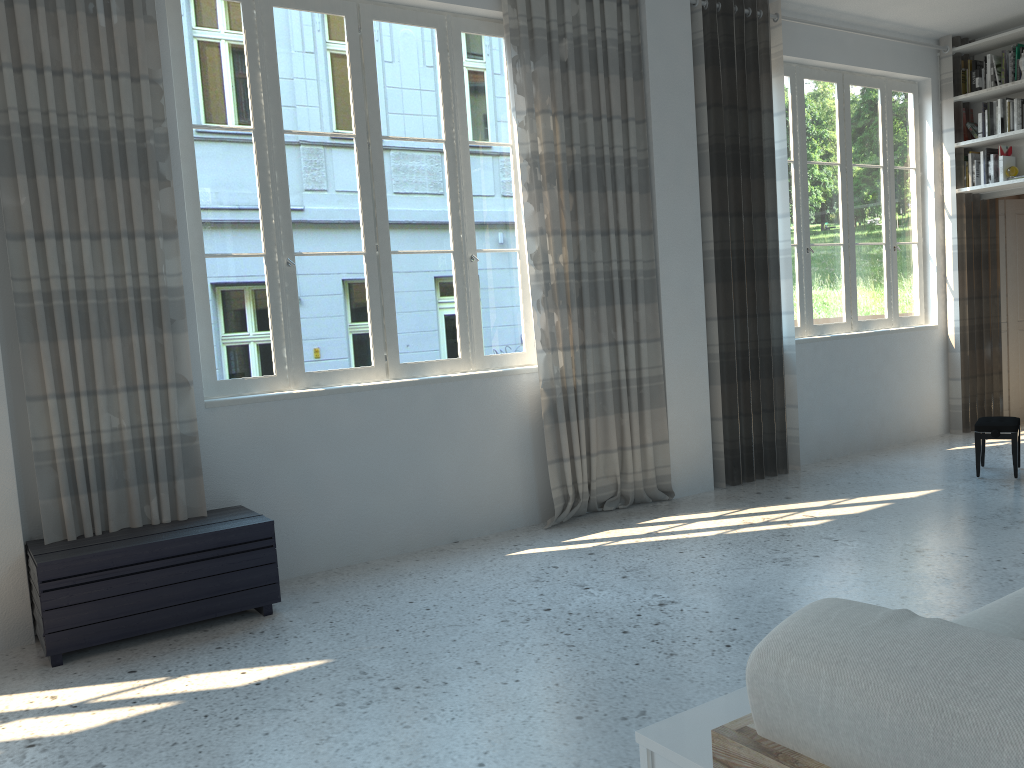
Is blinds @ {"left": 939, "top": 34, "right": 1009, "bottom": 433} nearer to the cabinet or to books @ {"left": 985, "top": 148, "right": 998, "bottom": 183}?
books @ {"left": 985, "top": 148, "right": 998, "bottom": 183}

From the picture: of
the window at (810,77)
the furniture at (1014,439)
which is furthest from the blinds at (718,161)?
the furniture at (1014,439)

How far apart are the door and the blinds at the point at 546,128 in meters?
3.7

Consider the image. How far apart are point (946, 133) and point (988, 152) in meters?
0.4 m

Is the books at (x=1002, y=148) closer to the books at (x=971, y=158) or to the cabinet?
the books at (x=971, y=158)

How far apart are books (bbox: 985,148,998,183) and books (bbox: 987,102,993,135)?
0.20m

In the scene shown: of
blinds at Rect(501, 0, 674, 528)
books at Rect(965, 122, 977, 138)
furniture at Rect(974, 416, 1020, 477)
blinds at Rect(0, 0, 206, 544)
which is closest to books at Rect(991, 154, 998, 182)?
books at Rect(965, 122, 977, 138)

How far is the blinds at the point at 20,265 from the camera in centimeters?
366cm

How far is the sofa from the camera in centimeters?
80cm

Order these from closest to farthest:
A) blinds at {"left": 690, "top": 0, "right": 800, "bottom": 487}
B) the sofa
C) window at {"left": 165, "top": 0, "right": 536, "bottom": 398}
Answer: the sofa → window at {"left": 165, "top": 0, "right": 536, "bottom": 398} → blinds at {"left": 690, "top": 0, "right": 800, "bottom": 487}
